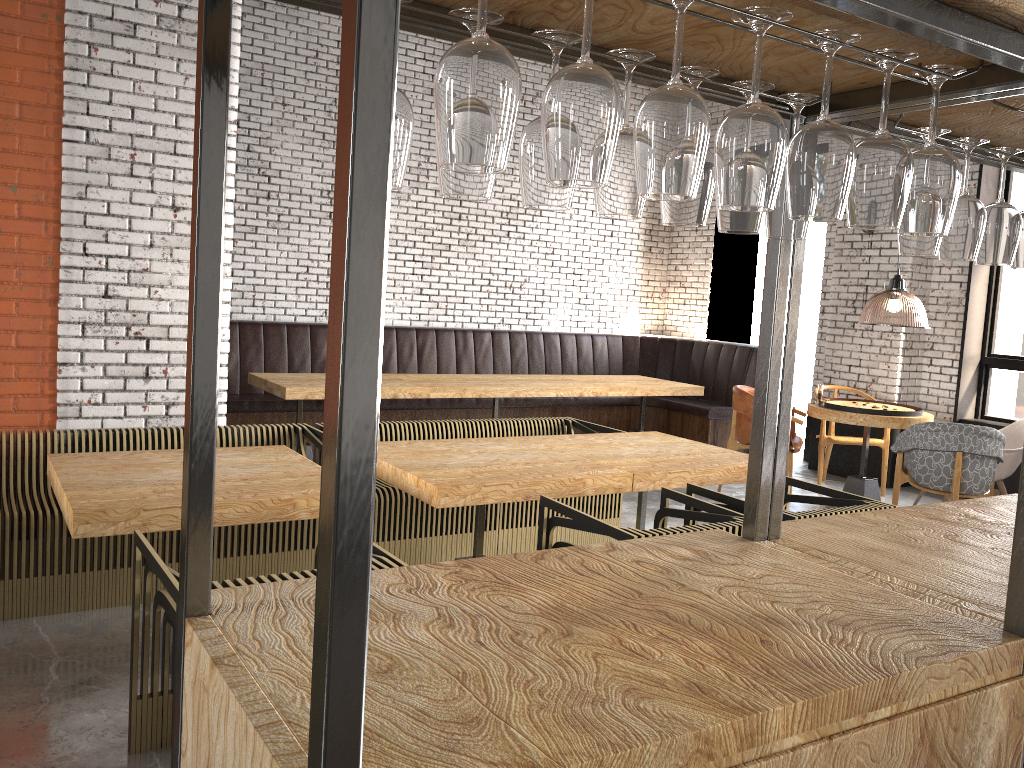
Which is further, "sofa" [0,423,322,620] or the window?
the window

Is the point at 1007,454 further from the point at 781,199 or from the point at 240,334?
the point at 240,334

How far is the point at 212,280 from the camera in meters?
1.3 m

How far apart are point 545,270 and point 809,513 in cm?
679

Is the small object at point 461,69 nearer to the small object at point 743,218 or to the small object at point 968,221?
the small object at point 743,218

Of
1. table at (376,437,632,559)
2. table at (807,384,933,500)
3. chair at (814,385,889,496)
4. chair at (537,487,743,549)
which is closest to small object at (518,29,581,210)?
chair at (537,487,743,549)

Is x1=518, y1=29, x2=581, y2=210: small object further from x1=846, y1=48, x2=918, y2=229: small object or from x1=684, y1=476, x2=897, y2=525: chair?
x1=684, y1=476, x2=897, y2=525: chair

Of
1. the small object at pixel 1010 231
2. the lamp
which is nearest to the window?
the lamp

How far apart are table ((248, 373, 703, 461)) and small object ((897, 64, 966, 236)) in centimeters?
545cm

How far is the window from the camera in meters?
7.7 m
